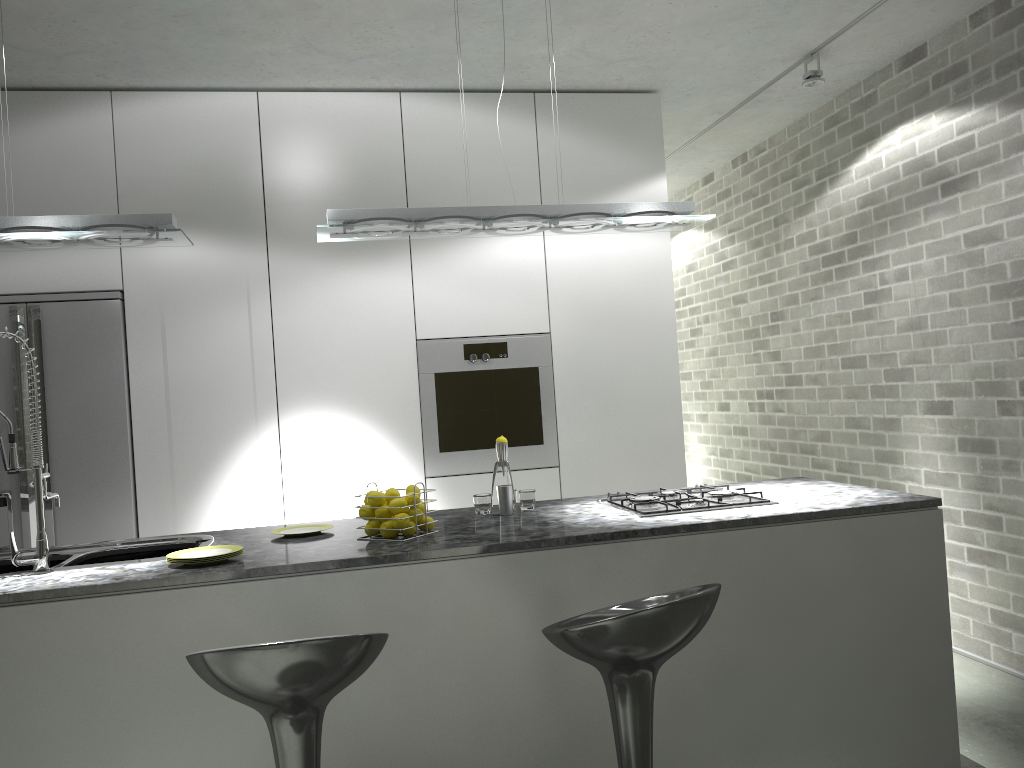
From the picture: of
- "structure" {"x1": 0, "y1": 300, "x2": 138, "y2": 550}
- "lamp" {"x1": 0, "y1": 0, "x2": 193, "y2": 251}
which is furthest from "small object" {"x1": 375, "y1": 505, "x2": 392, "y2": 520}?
"structure" {"x1": 0, "y1": 300, "x2": 138, "y2": 550}

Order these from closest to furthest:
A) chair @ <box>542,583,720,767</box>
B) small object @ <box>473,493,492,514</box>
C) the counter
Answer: chair @ <box>542,583,720,767</box> → the counter → small object @ <box>473,493,492,514</box>

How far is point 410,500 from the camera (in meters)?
2.84

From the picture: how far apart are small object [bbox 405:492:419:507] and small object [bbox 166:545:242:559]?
0.5m

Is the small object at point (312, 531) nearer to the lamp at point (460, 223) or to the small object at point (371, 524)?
the small object at point (371, 524)

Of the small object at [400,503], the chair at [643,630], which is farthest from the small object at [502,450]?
the chair at [643,630]

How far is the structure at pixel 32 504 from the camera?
4.1m

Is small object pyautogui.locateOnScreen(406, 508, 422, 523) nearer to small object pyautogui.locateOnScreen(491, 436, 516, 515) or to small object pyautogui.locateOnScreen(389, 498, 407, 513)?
small object pyautogui.locateOnScreen(389, 498, 407, 513)

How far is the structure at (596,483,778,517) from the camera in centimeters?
298cm

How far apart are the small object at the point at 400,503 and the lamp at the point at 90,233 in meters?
1.2
